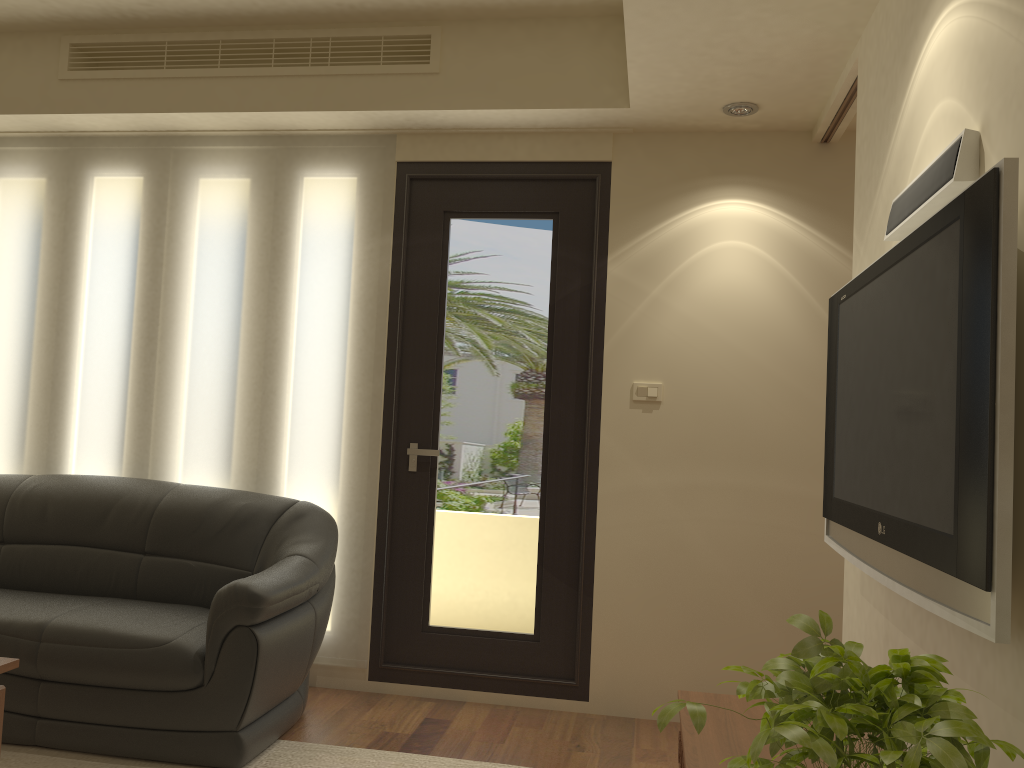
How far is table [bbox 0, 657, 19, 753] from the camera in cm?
255

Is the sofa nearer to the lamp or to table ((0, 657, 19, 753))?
table ((0, 657, 19, 753))

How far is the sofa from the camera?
3.1m

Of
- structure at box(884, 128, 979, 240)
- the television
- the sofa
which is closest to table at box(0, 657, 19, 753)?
the sofa

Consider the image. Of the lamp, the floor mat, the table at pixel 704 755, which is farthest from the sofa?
the lamp

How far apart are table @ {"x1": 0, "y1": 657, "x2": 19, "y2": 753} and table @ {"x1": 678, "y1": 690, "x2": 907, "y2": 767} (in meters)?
1.92

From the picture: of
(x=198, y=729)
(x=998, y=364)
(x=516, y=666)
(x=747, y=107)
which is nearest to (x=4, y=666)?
(x=198, y=729)

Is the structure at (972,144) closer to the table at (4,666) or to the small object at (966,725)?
the small object at (966,725)

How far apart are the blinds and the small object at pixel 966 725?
2.83m

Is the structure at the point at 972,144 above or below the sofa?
above
